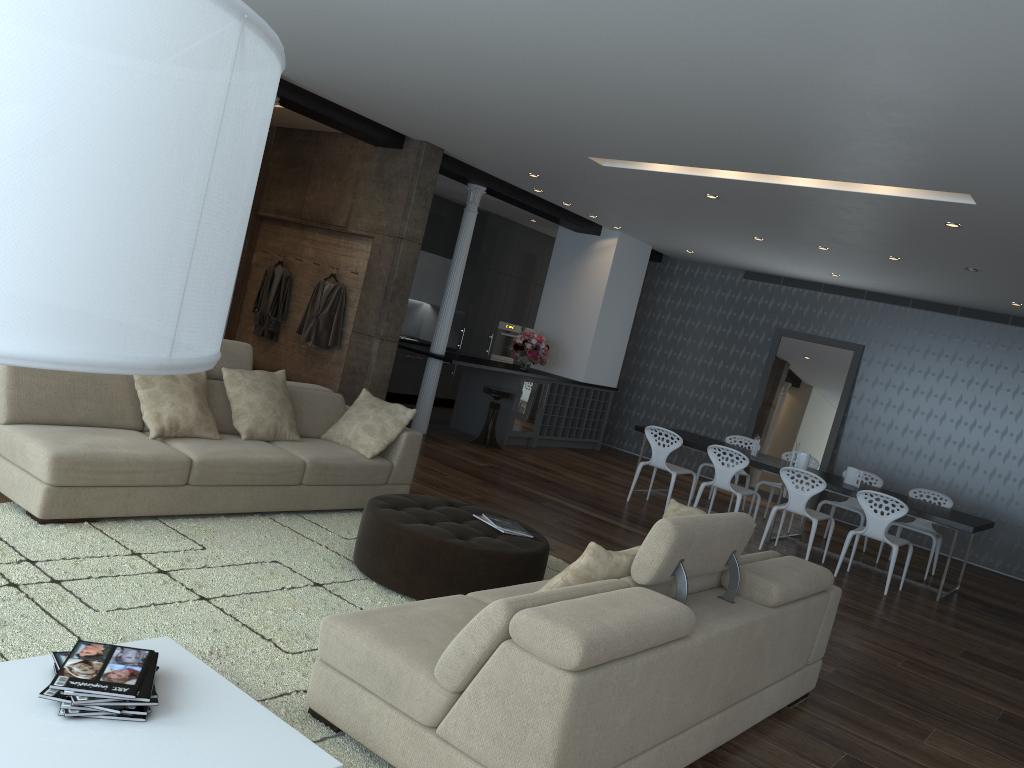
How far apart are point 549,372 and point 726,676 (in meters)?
8.91

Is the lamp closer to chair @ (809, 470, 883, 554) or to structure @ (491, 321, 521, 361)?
chair @ (809, 470, 883, 554)

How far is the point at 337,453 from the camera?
5.8m

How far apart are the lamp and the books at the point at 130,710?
1.83m

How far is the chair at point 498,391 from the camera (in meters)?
10.24

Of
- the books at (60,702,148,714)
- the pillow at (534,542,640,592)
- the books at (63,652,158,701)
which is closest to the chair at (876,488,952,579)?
the pillow at (534,542,640,592)

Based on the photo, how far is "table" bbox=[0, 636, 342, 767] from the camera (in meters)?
2.23

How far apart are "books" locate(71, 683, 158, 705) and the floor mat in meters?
0.6 m

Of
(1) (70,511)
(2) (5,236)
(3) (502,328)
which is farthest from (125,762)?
(3) (502,328)

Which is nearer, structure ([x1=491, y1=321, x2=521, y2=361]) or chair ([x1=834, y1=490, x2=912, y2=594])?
chair ([x1=834, y1=490, x2=912, y2=594])
